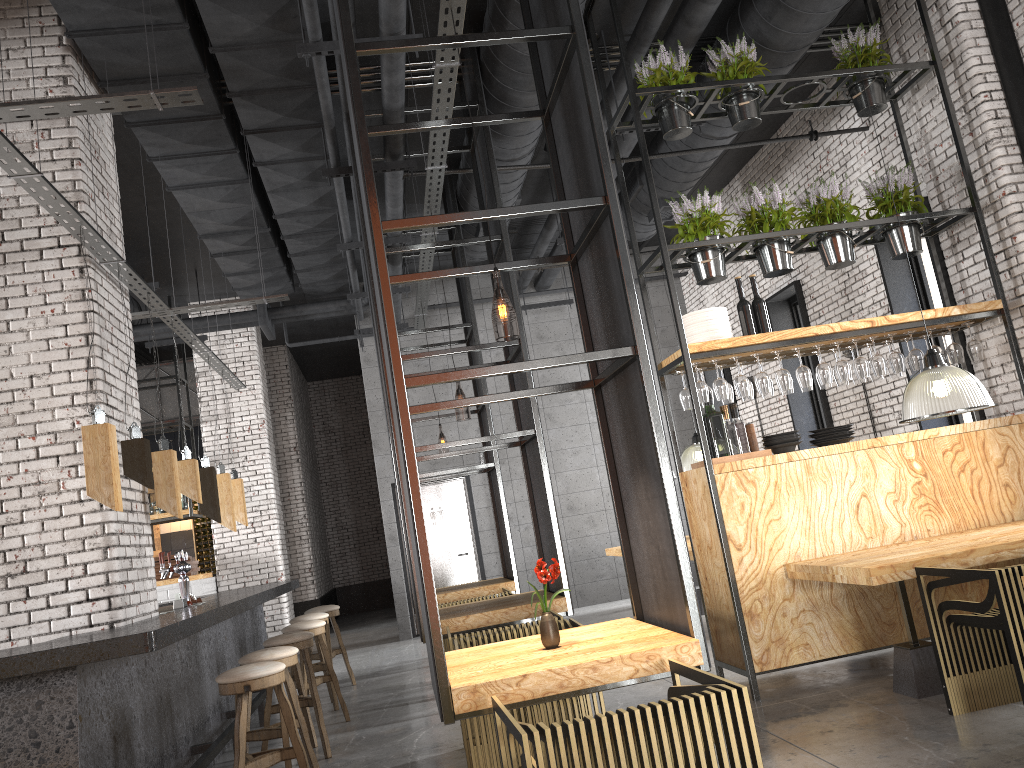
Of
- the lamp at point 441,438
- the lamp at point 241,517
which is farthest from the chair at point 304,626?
the lamp at point 441,438

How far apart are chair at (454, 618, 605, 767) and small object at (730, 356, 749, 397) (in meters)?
1.99

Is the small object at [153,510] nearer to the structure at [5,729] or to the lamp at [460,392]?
the structure at [5,729]

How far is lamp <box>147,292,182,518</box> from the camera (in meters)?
5.68

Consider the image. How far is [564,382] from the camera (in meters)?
12.79

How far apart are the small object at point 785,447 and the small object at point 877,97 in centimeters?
257cm

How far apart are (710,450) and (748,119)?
2.4m

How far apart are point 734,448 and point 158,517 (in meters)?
8.22

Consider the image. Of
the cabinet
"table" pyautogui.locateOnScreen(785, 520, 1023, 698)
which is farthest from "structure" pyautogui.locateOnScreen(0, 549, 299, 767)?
the cabinet

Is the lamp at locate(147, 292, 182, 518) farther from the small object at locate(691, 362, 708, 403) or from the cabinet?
the cabinet
